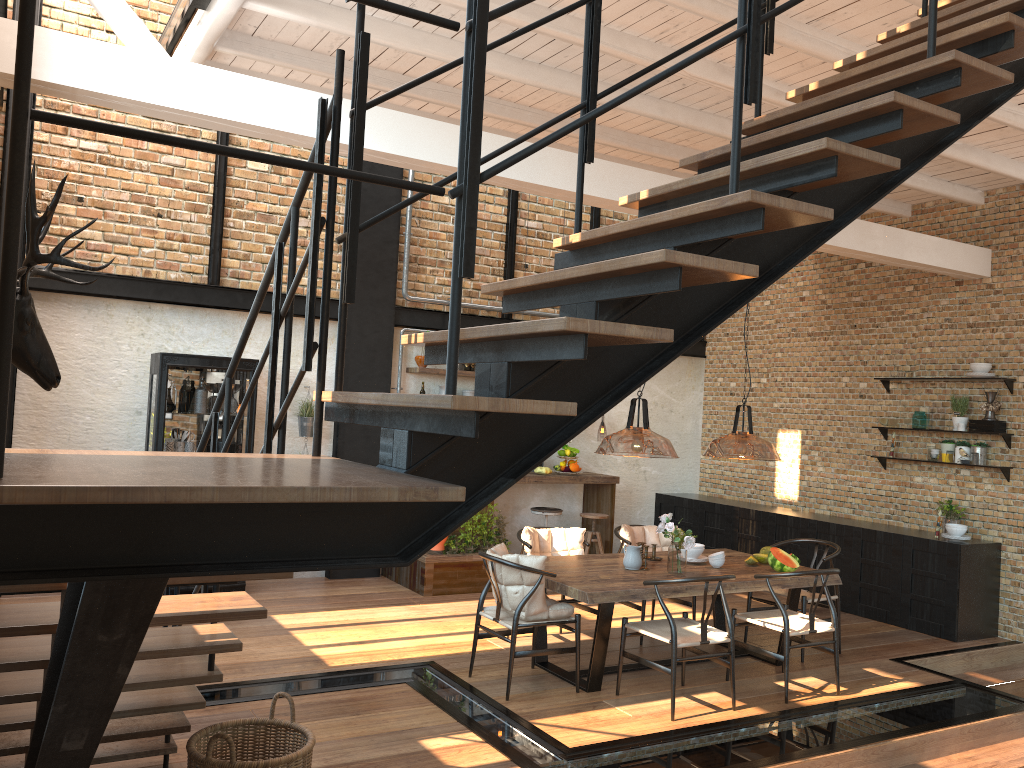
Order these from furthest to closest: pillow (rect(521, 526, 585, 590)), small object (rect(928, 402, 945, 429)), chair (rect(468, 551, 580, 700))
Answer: small object (rect(928, 402, 945, 429)), pillow (rect(521, 526, 585, 590)), chair (rect(468, 551, 580, 700))

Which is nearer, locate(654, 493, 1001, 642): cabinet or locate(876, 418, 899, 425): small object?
locate(654, 493, 1001, 642): cabinet

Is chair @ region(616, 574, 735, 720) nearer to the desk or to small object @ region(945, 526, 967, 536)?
the desk

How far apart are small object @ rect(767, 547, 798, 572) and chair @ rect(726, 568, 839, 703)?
0.3m

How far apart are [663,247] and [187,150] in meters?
6.9

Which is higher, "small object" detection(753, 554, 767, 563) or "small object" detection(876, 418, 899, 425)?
"small object" detection(876, 418, 899, 425)

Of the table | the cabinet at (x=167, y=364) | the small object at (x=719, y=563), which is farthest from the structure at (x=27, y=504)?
the small object at (x=719, y=563)

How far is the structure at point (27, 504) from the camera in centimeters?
179cm

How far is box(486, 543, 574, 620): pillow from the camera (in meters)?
5.59

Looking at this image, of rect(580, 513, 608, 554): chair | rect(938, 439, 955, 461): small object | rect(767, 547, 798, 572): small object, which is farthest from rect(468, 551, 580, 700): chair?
rect(938, 439, 955, 461): small object
